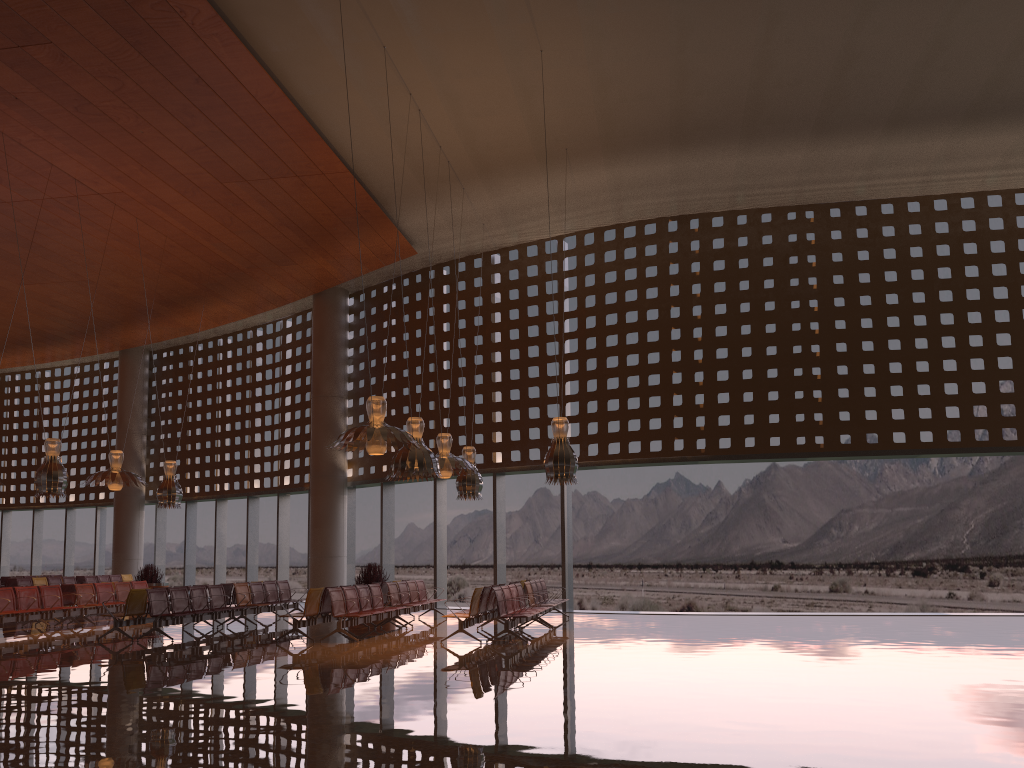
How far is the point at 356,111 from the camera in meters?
16.3 m

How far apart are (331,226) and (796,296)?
11.0 meters
